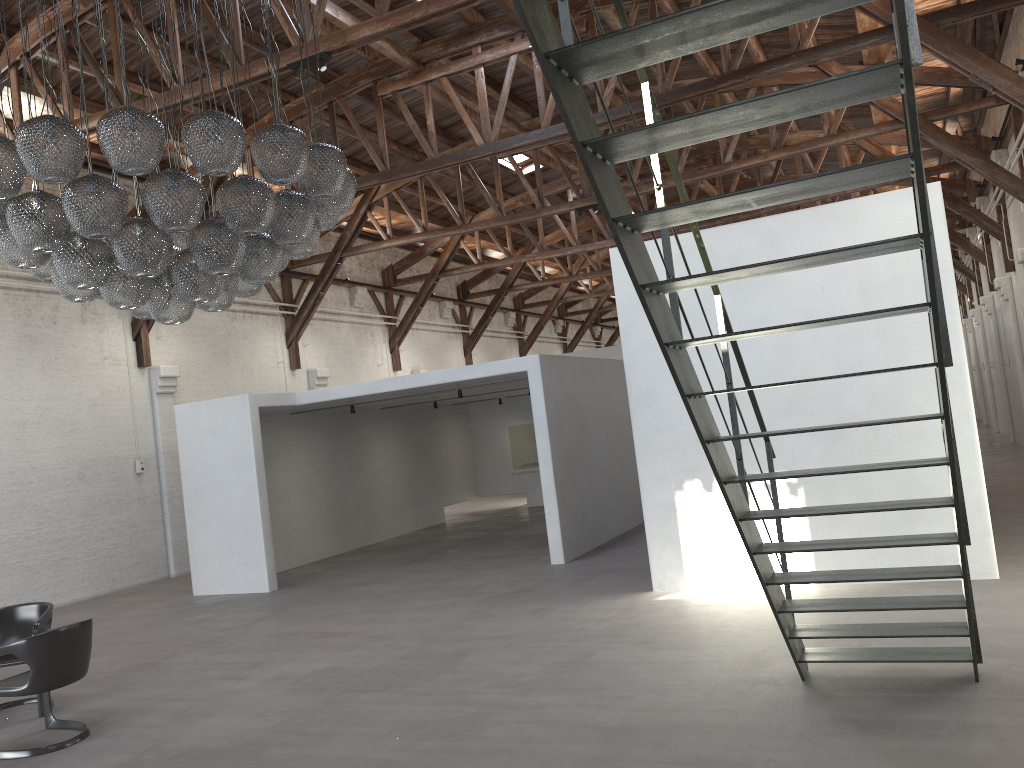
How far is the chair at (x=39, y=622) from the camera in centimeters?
653cm

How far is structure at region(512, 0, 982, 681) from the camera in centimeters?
238cm

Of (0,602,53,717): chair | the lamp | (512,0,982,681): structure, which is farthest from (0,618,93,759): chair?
(512,0,982,681): structure

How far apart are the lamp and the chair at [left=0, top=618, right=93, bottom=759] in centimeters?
204cm

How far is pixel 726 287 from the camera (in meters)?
7.94

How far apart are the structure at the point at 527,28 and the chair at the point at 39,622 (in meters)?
5.20

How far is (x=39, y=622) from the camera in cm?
653

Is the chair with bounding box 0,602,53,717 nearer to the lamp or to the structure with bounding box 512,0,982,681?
the lamp

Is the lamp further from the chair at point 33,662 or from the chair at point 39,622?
the chair at point 39,622

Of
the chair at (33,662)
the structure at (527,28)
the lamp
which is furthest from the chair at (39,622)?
the structure at (527,28)
